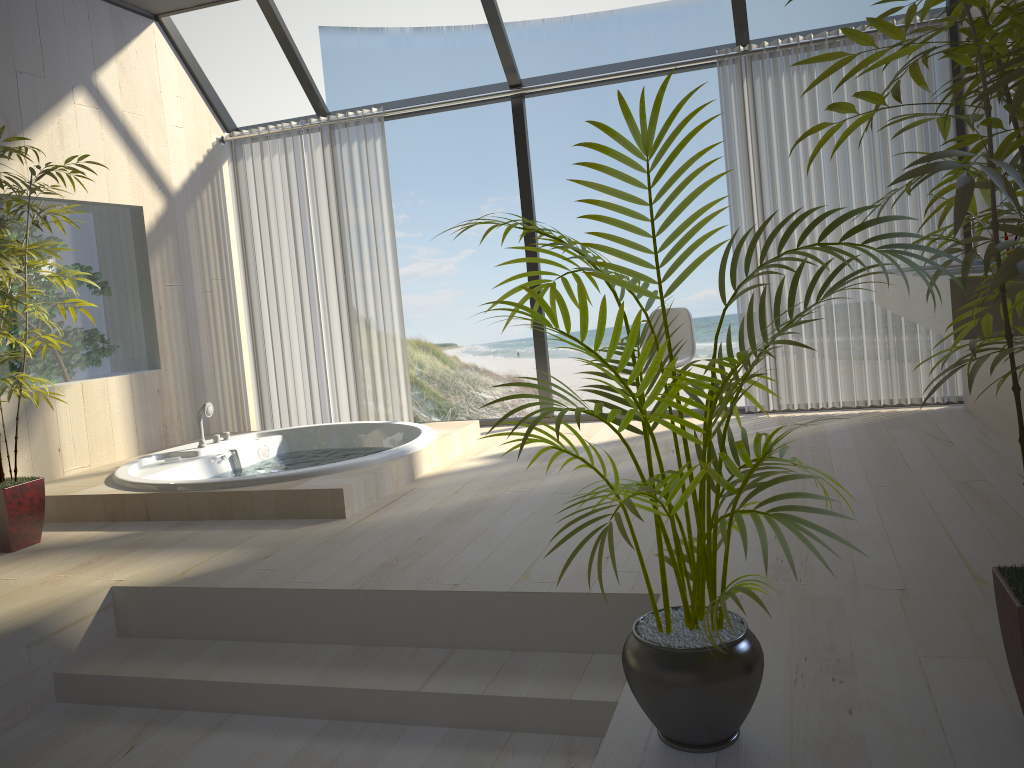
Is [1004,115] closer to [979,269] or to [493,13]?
[979,269]

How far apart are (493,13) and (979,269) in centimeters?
329cm

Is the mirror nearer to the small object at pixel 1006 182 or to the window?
the window

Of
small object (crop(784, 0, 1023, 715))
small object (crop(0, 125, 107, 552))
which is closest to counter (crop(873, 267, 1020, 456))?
small object (crop(784, 0, 1023, 715))

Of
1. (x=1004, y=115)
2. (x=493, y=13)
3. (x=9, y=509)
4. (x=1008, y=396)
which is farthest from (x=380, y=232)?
(x=1008, y=396)

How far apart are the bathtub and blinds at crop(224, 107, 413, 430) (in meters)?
0.50

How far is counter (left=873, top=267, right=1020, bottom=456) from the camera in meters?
3.7 m

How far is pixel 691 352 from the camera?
4.8 meters

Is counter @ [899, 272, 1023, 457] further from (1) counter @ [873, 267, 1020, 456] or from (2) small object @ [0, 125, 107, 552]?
(2) small object @ [0, 125, 107, 552]

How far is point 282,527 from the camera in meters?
3.6 m
